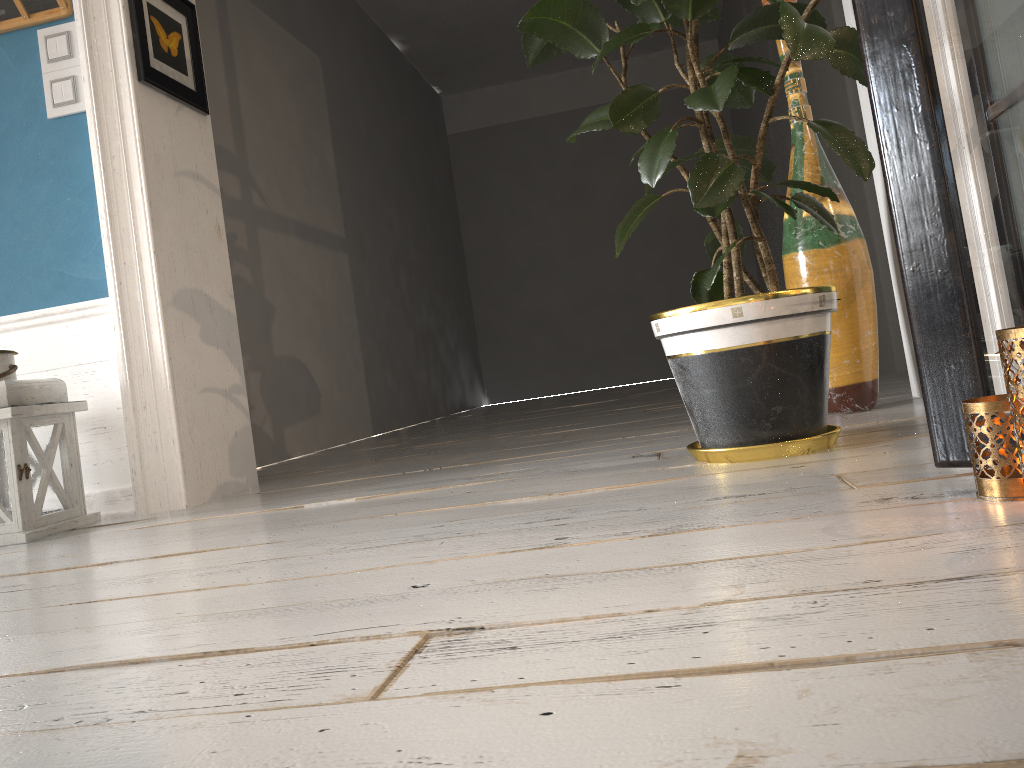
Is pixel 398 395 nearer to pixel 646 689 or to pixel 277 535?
pixel 277 535

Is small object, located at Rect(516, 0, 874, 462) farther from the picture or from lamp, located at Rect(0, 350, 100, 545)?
lamp, located at Rect(0, 350, 100, 545)

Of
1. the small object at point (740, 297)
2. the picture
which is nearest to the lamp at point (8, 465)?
the picture

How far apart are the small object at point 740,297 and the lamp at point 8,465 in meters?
1.5

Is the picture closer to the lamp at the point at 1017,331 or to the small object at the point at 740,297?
the small object at the point at 740,297

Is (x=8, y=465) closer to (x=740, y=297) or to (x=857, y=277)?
(x=740, y=297)

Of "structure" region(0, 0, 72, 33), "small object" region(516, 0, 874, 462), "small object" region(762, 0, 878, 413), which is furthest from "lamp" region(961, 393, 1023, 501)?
"structure" region(0, 0, 72, 33)

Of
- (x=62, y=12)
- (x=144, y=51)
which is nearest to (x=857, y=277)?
(x=144, y=51)

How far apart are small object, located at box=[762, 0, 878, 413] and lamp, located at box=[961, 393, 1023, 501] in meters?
1.2 m

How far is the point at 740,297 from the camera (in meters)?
1.56
